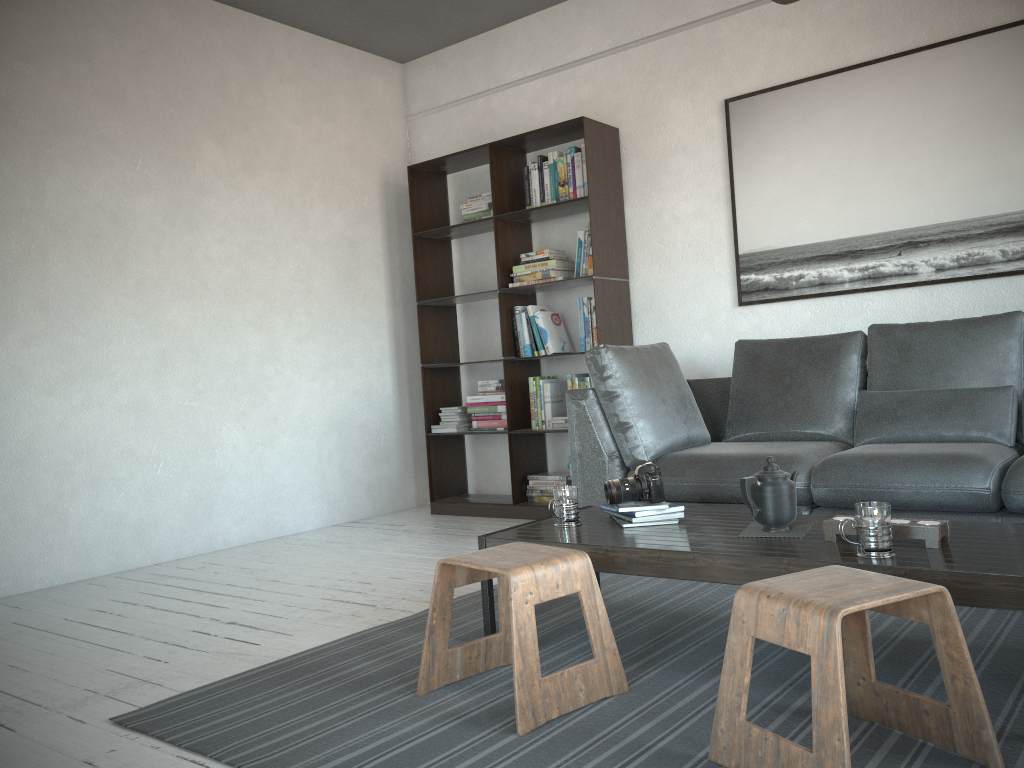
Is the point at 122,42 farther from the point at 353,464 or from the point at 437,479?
the point at 437,479

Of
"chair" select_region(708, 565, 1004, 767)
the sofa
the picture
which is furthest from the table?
the picture

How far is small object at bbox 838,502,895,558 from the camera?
1.9m

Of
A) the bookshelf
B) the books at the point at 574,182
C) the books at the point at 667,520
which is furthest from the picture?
the books at the point at 667,520

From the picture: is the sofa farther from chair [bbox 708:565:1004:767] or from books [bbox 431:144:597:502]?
chair [bbox 708:565:1004:767]

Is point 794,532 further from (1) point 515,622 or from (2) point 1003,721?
(1) point 515,622

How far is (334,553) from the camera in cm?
426

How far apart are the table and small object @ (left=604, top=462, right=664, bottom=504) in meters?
0.1 m

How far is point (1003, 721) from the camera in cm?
181

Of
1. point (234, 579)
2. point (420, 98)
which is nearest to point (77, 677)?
point (234, 579)
